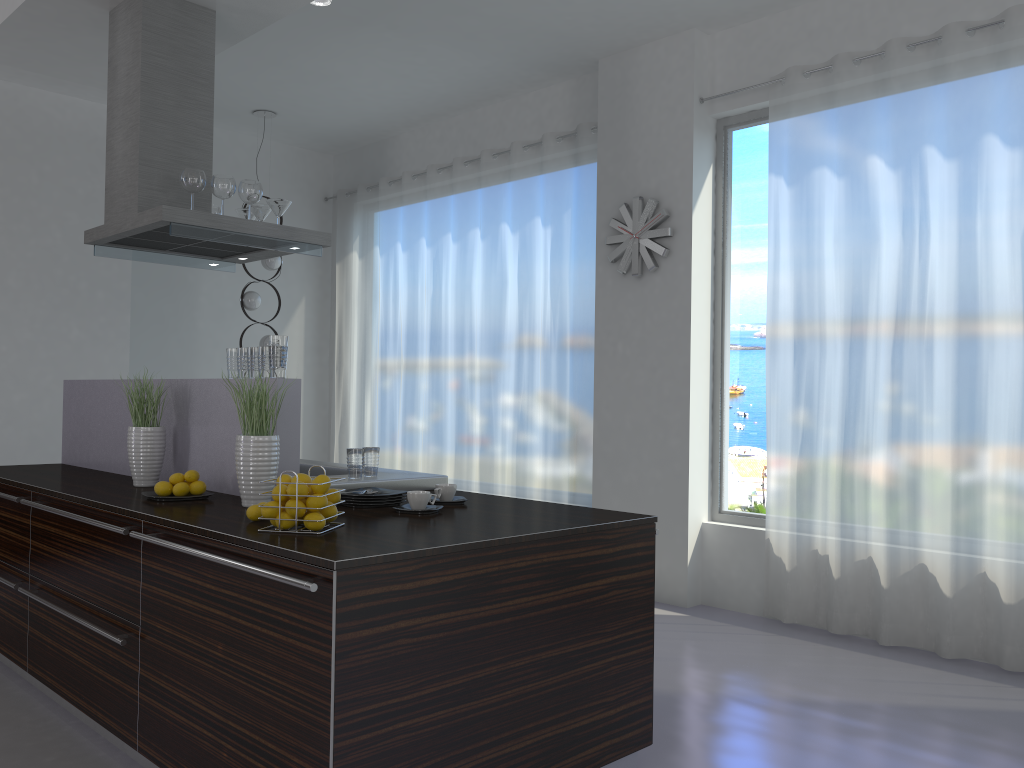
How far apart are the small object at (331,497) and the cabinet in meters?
0.3 m

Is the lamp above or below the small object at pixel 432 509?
above

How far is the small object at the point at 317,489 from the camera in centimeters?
252cm

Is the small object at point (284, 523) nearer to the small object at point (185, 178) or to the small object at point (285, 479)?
the small object at point (285, 479)

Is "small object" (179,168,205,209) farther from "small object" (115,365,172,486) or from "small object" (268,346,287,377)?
"small object" (268,346,287,377)

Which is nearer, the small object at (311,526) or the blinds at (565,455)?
the small object at (311,526)

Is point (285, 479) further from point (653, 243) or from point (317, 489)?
point (653, 243)

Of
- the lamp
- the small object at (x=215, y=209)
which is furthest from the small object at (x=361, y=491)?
the lamp

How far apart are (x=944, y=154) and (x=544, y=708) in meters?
3.4

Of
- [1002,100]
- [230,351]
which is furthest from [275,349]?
[1002,100]
